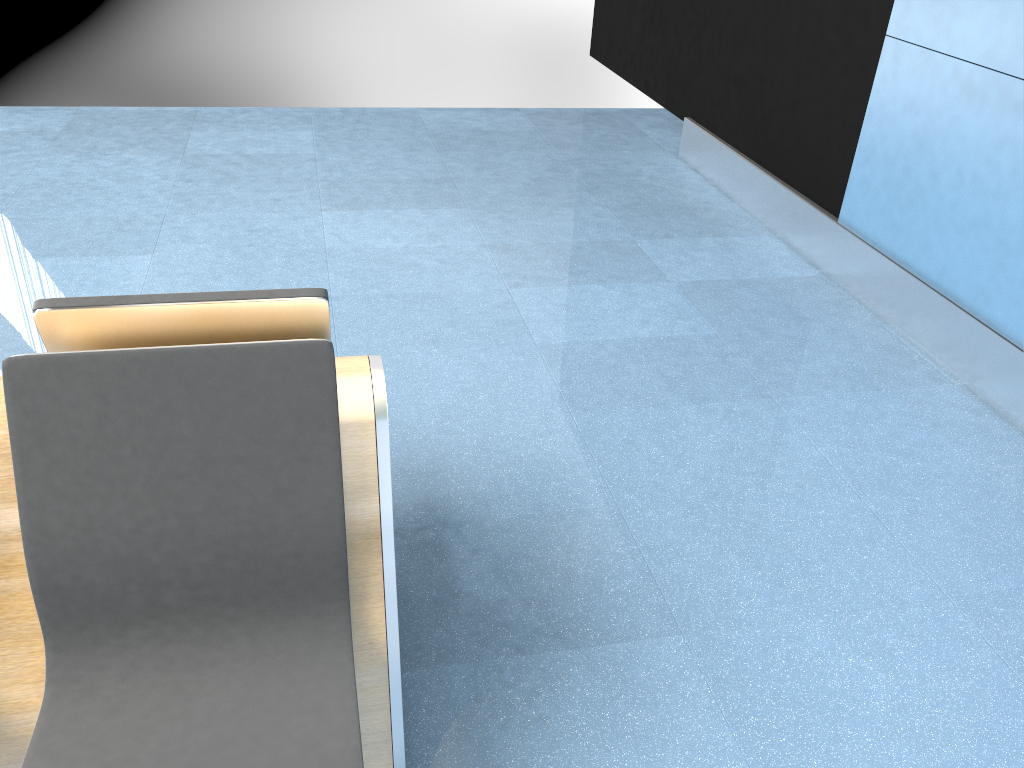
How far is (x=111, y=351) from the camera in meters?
1.4 m

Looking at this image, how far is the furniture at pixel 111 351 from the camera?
1.36m

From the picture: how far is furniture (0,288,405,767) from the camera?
1.4m
